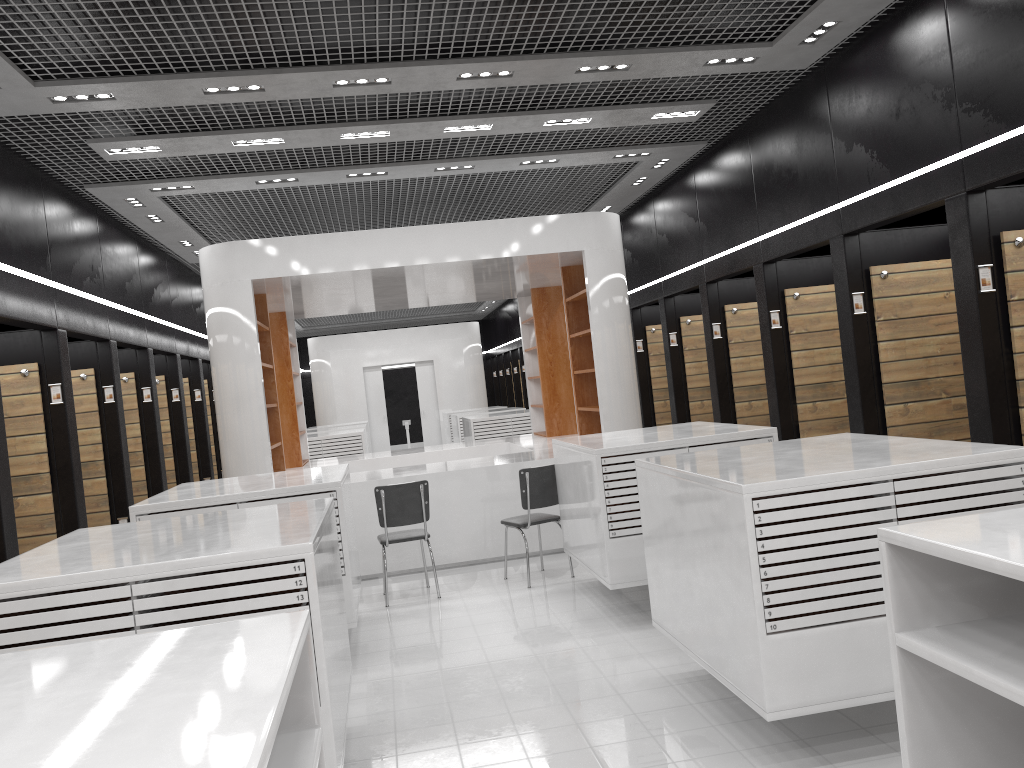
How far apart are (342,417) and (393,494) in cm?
1447

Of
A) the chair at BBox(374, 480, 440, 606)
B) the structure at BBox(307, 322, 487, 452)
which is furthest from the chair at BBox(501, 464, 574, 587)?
the structure at BBox(307, 322, 487, 452)

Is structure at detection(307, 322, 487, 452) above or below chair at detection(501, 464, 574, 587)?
above

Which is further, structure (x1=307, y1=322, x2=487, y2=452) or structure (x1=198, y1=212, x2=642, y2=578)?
structure (x1=307, y1=322, x2=487, y2=452)

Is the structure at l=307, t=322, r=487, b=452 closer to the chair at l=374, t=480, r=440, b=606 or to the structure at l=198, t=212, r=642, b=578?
the structure at l=198, t=212, r=642, b=578

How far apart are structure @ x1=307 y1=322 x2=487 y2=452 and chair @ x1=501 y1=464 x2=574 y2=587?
14.1 meters

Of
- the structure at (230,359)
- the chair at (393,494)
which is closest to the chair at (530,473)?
the chair at (393,494)

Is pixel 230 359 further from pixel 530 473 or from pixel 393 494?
pixel 530 473

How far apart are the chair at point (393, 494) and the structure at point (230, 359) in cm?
91

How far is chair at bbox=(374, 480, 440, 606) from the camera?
7.3m
